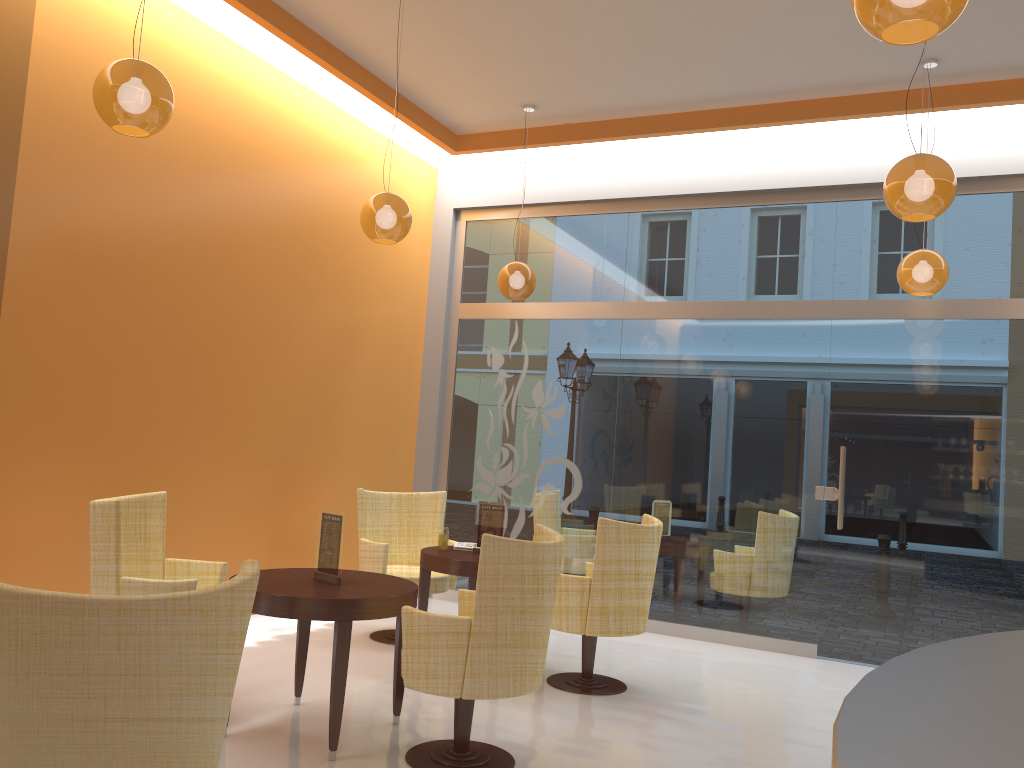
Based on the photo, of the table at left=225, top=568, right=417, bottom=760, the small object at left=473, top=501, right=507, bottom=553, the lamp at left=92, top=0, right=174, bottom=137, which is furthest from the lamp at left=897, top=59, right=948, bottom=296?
the lamp at left=92, top=0, right=174, bottom=137

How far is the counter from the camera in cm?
84

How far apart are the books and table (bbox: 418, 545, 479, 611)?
0.1 meters

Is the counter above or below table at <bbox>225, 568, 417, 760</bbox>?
above

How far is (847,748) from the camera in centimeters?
84cm

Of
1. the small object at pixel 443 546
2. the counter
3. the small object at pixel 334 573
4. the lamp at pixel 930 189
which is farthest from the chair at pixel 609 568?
the counter

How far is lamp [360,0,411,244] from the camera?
5.0m

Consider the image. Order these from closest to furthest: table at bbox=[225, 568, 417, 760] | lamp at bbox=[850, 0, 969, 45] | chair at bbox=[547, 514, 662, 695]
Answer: lamp at bbox=[850, 0, 969, 45] < table at bbox=[225, 568, 417, 760] < chair at bbox=[547, 514, 662, 695]

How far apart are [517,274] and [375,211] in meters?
1.8

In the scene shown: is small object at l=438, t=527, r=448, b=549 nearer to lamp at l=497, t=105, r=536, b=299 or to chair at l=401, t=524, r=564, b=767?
chair at l=401, t=524, r=564, b=767
